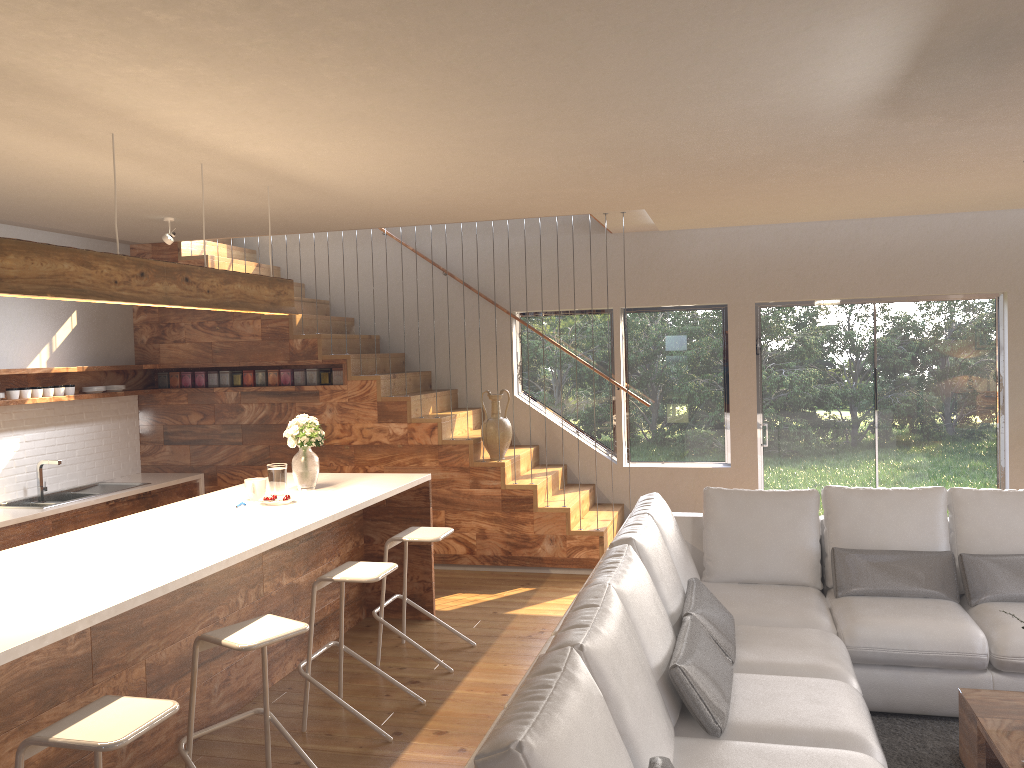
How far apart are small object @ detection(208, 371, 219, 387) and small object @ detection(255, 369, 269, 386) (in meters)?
0.41

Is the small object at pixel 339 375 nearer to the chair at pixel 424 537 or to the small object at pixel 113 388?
the small object at pixel 113 388

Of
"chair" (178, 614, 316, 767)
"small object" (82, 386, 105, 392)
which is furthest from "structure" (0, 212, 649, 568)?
"chair" (178, 614, 316, 767)

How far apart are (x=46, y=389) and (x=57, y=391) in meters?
0.1 m

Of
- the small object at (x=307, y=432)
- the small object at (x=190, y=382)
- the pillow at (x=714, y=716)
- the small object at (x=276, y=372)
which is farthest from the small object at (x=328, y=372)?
the pillow at (x=714, y=716)

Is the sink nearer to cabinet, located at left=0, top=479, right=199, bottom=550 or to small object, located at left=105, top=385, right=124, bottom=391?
cabinet, located at left=0, top=479, right=199, bottom=550

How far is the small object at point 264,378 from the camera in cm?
759

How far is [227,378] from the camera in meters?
7.7 m

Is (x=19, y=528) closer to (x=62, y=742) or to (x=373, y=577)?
(x=373, y=577)

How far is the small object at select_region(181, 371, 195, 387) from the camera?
7.77m
